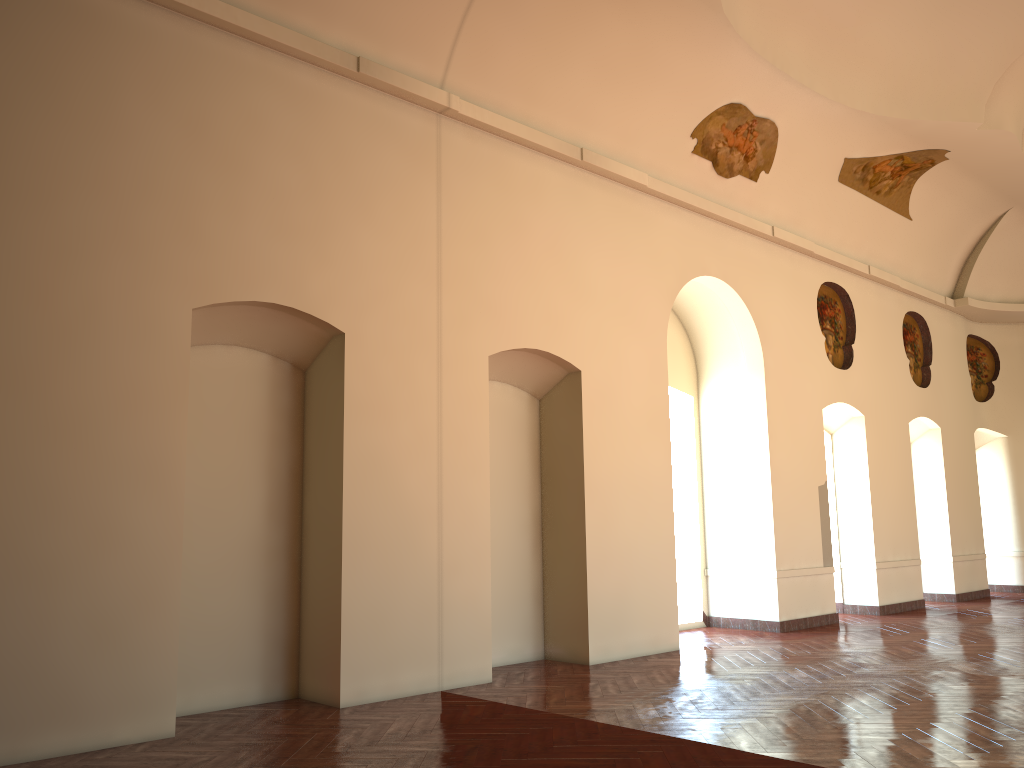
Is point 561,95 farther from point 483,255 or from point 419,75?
point 483,255

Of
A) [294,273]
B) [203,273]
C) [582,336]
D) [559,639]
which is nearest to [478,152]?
[582,336]
